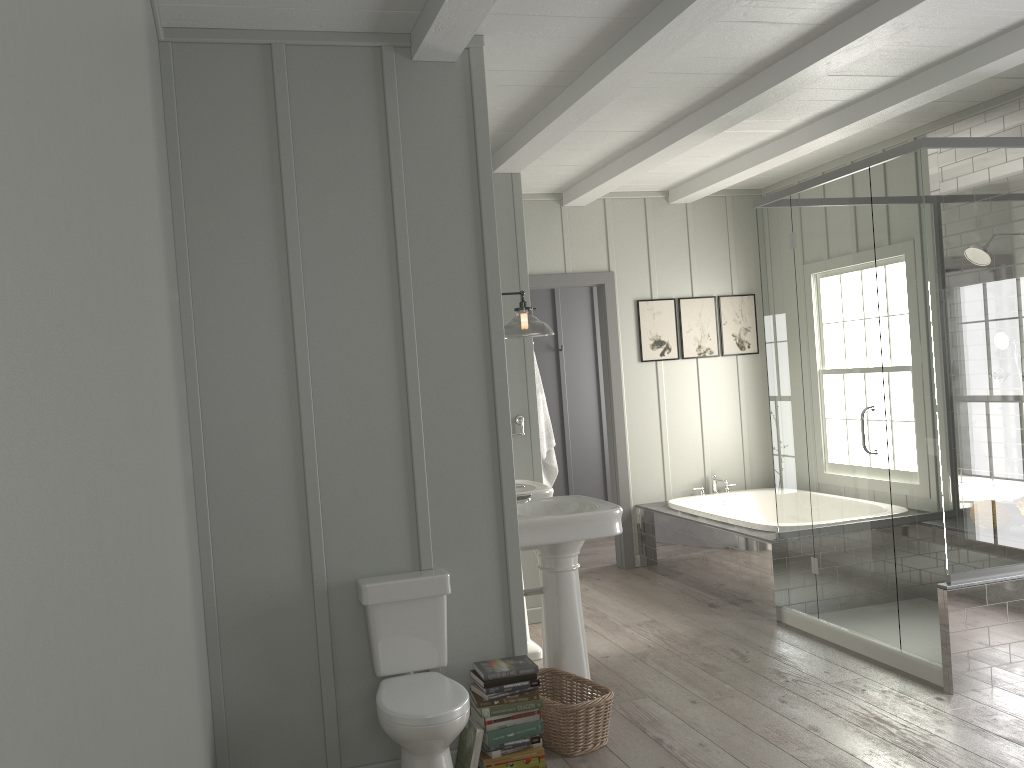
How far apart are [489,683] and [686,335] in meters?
4.1

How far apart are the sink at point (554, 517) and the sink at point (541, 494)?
0.3 meters

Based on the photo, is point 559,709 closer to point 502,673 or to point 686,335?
point 502,673

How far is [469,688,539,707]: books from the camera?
3.2m

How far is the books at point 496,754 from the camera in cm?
317

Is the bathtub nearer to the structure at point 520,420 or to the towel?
the towel

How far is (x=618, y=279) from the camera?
6.6 meters

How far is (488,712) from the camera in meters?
3.2

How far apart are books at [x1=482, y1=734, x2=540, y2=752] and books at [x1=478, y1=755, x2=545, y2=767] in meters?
0.1 m

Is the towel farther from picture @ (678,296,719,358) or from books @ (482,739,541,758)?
books @ (482,739,541,758)
